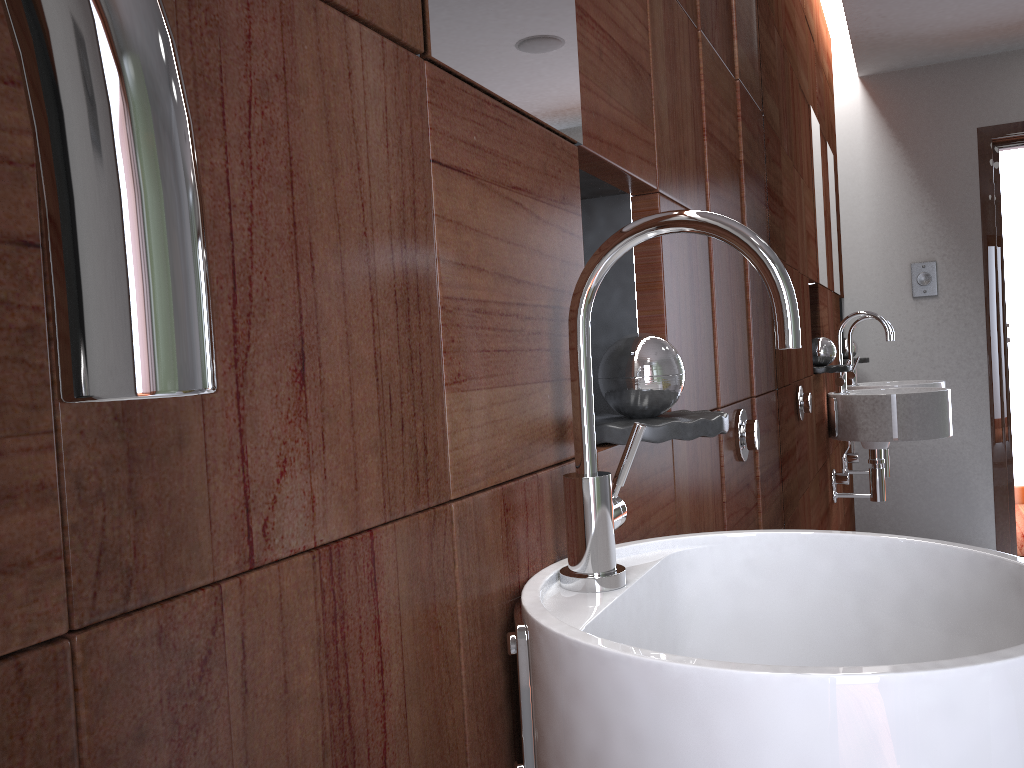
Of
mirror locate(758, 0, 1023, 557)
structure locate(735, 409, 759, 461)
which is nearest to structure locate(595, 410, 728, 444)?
structure locate(735, 409, 759, 461)

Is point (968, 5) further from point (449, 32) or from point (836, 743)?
point (836, 743)

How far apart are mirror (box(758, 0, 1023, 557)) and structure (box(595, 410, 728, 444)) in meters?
1.0

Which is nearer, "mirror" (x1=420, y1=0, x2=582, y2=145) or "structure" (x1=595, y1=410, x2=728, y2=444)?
"mirror" (x1=420, y1=0, x2=582, y2=145)

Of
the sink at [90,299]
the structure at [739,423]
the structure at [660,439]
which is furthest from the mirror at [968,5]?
the sink at [90,299]

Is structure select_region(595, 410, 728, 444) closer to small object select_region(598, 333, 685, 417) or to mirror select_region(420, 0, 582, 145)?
small object select_region(598, 333, 685, 417)

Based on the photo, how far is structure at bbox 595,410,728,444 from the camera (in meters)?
0.96

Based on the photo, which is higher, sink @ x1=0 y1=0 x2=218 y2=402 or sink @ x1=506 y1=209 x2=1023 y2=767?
sink @ x1=0 y1=0 x2=218 y2=402

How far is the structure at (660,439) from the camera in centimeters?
96cm

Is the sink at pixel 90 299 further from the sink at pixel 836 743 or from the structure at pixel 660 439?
the structure at pixel 660 439
